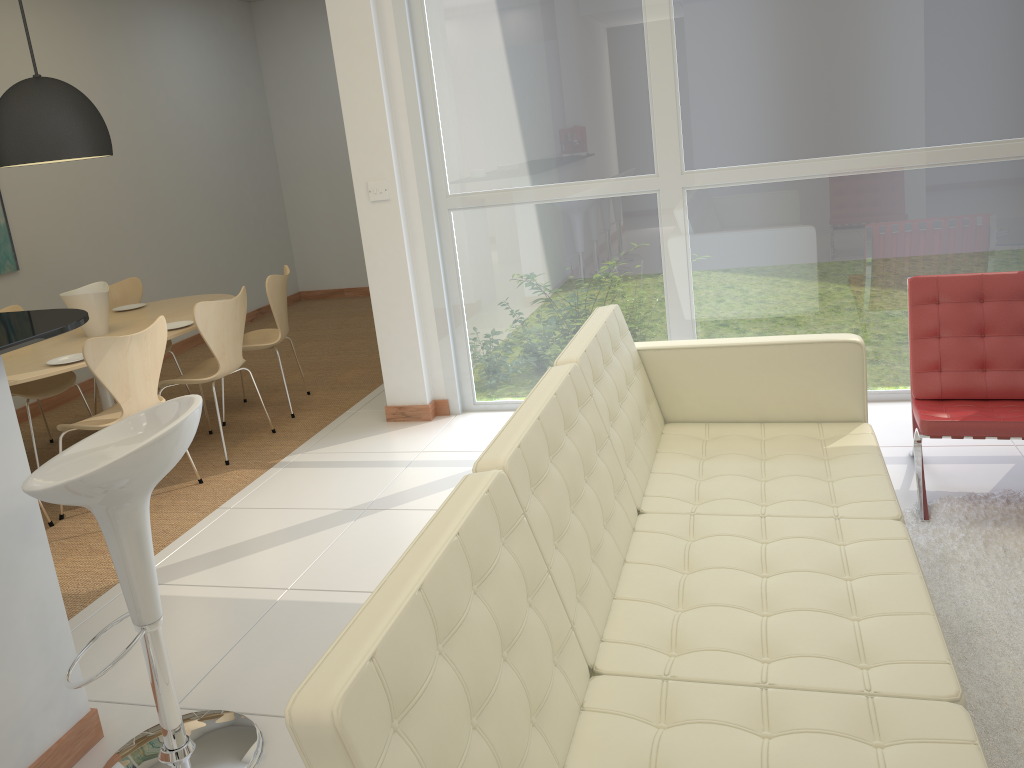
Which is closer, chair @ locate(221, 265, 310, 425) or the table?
the table

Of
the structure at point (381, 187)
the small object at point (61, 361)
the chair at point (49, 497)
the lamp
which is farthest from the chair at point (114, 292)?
the chair at point (49, 497)

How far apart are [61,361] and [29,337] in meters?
2.3 m

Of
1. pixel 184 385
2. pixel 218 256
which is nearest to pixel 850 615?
pixel 184 385

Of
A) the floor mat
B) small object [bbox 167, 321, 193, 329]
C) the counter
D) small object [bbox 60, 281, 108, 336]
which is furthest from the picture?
the floor mat

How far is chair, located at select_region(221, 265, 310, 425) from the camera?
5.4 meters

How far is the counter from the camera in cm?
229

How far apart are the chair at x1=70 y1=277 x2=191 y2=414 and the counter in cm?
346

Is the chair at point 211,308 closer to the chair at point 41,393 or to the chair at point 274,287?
the chair at point 274,287

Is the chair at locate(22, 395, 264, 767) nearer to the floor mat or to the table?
the floor mat
